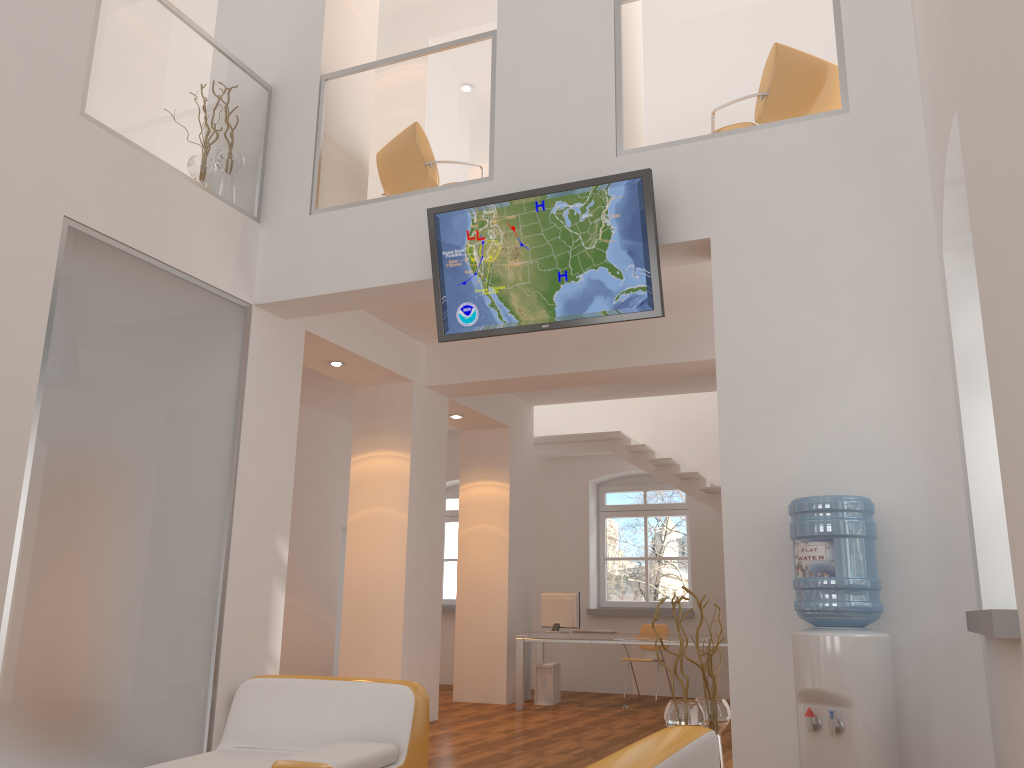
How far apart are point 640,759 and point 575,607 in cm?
757

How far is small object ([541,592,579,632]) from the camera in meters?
9.3 m

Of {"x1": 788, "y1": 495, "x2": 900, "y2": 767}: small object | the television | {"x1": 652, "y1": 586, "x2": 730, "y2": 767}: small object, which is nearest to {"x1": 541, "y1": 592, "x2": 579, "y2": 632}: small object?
{"x1": 652, "y1": 586, "x2": 730, "y2": 767}: small object

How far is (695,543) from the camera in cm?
1088

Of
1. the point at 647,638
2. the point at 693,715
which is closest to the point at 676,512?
the point at 647,638

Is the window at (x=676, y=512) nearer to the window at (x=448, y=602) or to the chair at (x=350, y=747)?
the window at (x=448, y=602)

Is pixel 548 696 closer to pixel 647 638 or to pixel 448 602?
pixel 647 638

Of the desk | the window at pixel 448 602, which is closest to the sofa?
the desk

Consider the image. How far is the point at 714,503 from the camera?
10.2m

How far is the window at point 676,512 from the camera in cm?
1140
